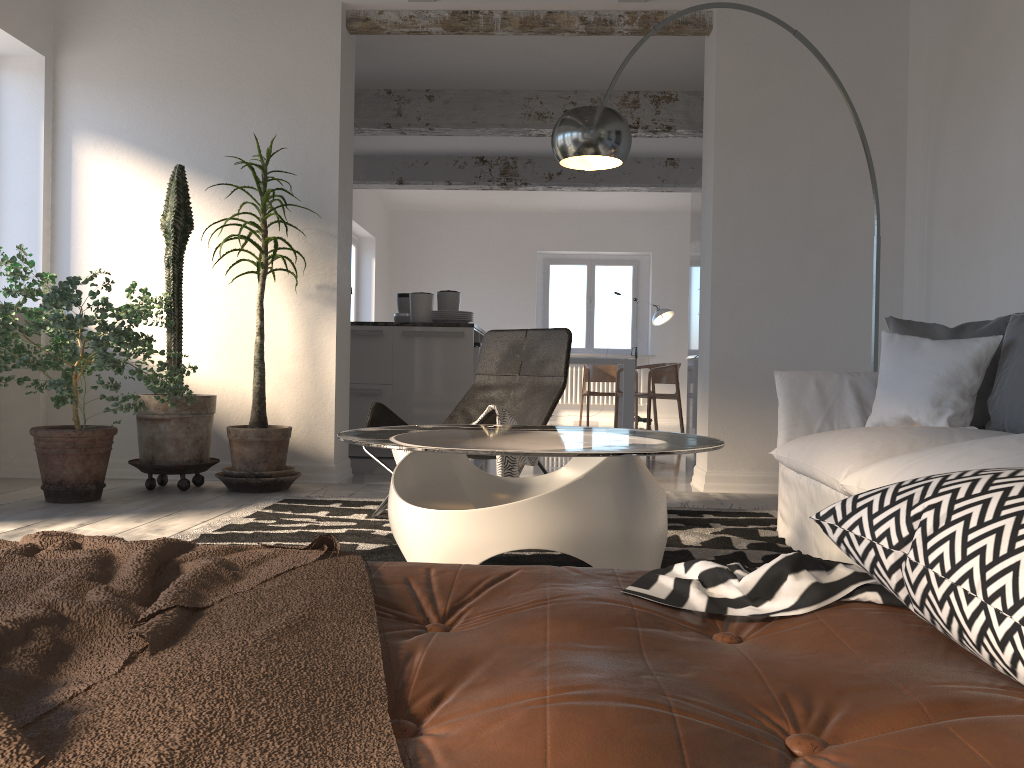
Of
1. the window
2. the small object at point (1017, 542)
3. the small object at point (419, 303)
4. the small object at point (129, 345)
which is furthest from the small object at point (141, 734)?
the window

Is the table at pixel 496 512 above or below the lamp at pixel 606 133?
below

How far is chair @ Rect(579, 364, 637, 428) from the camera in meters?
11.1 m

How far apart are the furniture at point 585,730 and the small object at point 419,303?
5.31m

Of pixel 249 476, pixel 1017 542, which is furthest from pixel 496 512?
pixel 249 476

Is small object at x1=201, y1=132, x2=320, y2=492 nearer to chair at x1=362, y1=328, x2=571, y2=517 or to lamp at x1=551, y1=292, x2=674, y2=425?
chair at x1=362, y1=328, x2=571, y2=517

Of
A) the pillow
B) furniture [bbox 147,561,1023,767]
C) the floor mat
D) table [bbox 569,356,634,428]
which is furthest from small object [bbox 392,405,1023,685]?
table [bbox 569,356,634,428]

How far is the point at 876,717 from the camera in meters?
0.7

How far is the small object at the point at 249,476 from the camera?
4.5 meters

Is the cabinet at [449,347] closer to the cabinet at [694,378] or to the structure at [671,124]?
the structure at [671,124]
